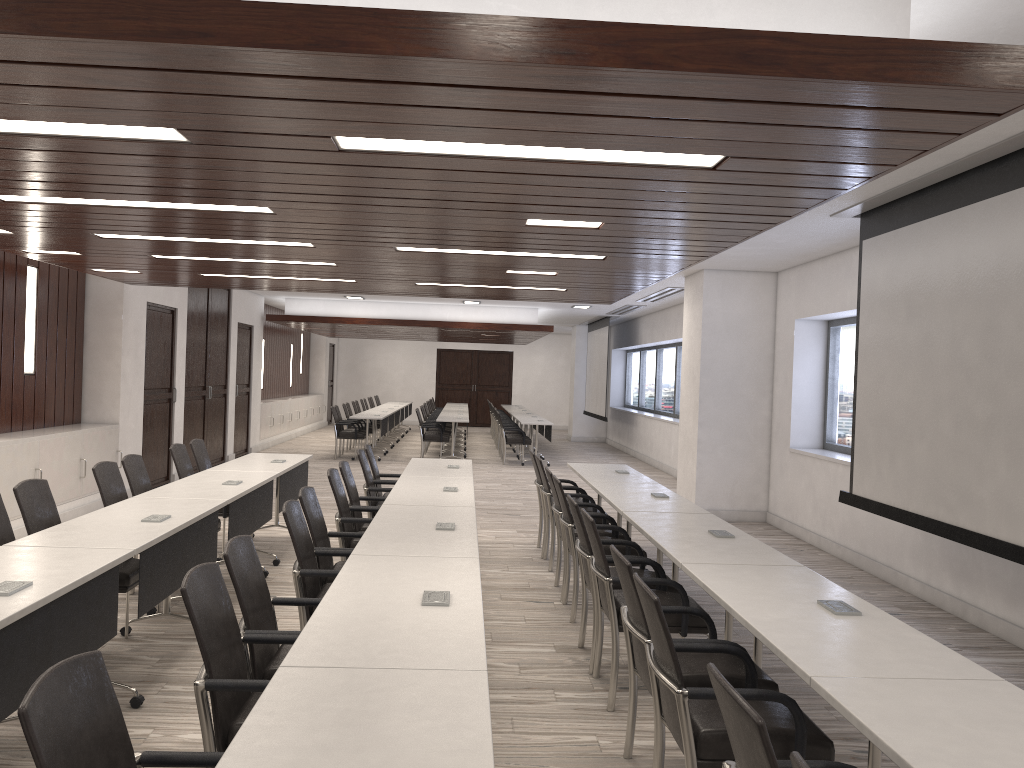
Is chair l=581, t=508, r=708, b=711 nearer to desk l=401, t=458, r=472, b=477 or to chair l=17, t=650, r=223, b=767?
chair l=17, t=650, r=223, b=767

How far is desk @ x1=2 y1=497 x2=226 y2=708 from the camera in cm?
409

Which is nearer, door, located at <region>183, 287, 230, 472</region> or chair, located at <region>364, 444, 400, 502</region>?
chair, located at <region>364, 444, 400, 502</region>

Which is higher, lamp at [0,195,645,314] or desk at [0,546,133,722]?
lamp at [0,195,645,314]

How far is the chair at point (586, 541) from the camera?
4.87m

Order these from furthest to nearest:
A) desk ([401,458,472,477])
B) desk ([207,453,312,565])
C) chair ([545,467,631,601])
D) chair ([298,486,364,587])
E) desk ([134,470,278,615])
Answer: desk ([401,458,472,477]), desk ([207,453,312,565]), chair ([545,467,631,601]), desk ([134,470,278,615]), chair ([298,486,364,587])

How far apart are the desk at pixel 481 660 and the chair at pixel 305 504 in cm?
99

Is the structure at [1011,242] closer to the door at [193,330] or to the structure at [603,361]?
the door at [193,330]

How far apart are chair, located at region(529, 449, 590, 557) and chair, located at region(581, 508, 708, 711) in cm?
312

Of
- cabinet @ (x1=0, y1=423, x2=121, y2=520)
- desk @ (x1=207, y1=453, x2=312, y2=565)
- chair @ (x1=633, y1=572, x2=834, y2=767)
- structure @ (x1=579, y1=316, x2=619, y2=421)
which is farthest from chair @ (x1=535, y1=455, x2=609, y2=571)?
structure @ (x1=579, y1=316, x2=619, y2=421)
